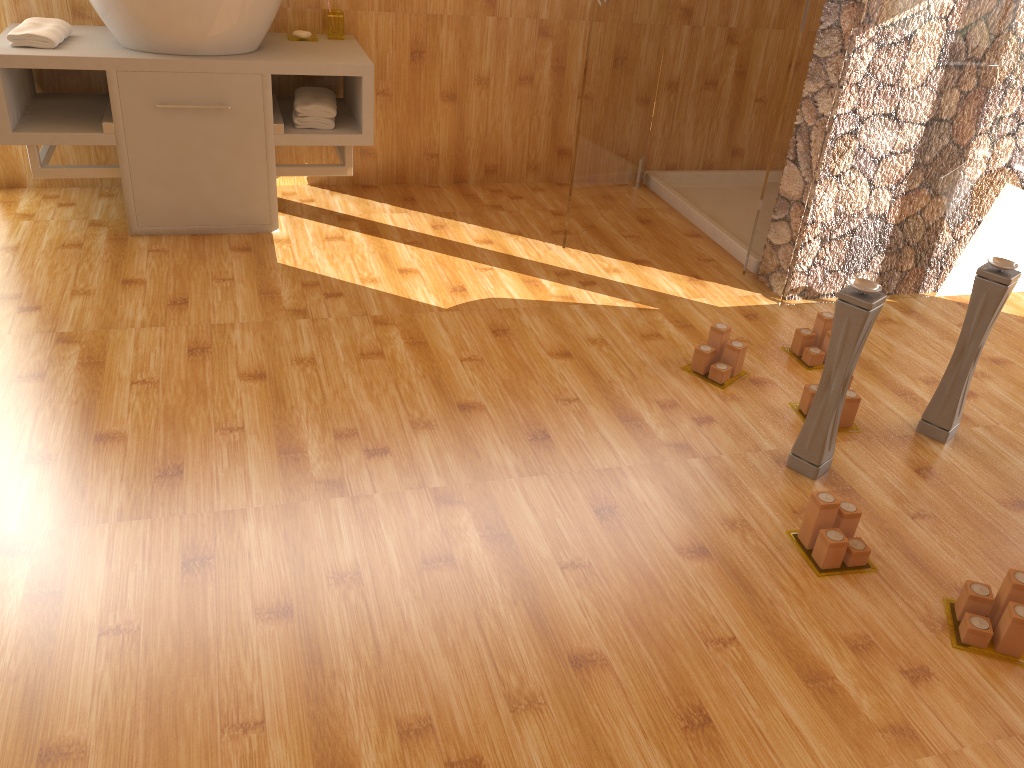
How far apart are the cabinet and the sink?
0.02m

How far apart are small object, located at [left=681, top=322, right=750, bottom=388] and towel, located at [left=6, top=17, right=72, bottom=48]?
2.13m

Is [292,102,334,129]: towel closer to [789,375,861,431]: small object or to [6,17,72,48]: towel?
[6,17,72,48]: towel

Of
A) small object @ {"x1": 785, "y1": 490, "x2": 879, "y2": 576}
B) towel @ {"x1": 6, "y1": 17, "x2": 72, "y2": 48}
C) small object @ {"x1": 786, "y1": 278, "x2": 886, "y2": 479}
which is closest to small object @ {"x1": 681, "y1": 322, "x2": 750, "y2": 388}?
small object @ {"x1": 786, "y1": 278, "x2": 886, "y2": 479}

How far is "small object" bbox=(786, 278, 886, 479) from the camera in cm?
187

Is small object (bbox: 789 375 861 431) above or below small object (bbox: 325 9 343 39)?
below

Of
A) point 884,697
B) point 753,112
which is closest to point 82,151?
point 753,112

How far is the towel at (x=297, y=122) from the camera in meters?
3.0 m

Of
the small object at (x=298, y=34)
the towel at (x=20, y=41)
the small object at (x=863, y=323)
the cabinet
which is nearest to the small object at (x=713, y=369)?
the small object at (x=863, y=323)

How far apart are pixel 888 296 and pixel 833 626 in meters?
1.7 m
